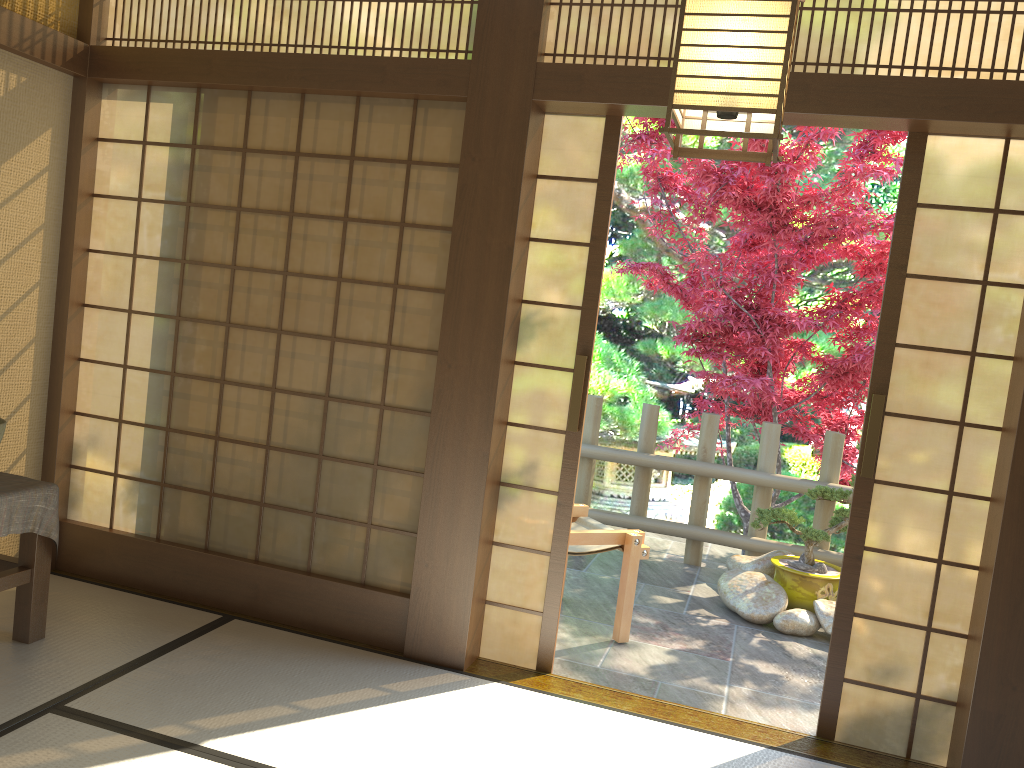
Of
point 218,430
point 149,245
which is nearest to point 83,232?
point 149,245

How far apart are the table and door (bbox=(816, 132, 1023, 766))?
2.9m

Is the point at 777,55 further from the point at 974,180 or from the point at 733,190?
the point at 733,190

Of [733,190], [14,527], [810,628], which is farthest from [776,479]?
[14,527]

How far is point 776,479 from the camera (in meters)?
5.71

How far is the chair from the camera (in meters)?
4.23

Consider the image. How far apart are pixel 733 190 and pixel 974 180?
2.5 meters

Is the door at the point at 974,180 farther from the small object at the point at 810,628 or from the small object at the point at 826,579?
the small object at the point at 826,579

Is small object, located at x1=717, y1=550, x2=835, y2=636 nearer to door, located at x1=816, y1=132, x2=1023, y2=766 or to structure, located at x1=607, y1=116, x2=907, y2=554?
structure, located at x1=607, y1=116, x2=907, y2=554

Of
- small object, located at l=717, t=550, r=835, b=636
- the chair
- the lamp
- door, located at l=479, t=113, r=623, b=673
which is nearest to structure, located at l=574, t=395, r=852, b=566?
small object, located at l=717, t=550, r=835, b=636
